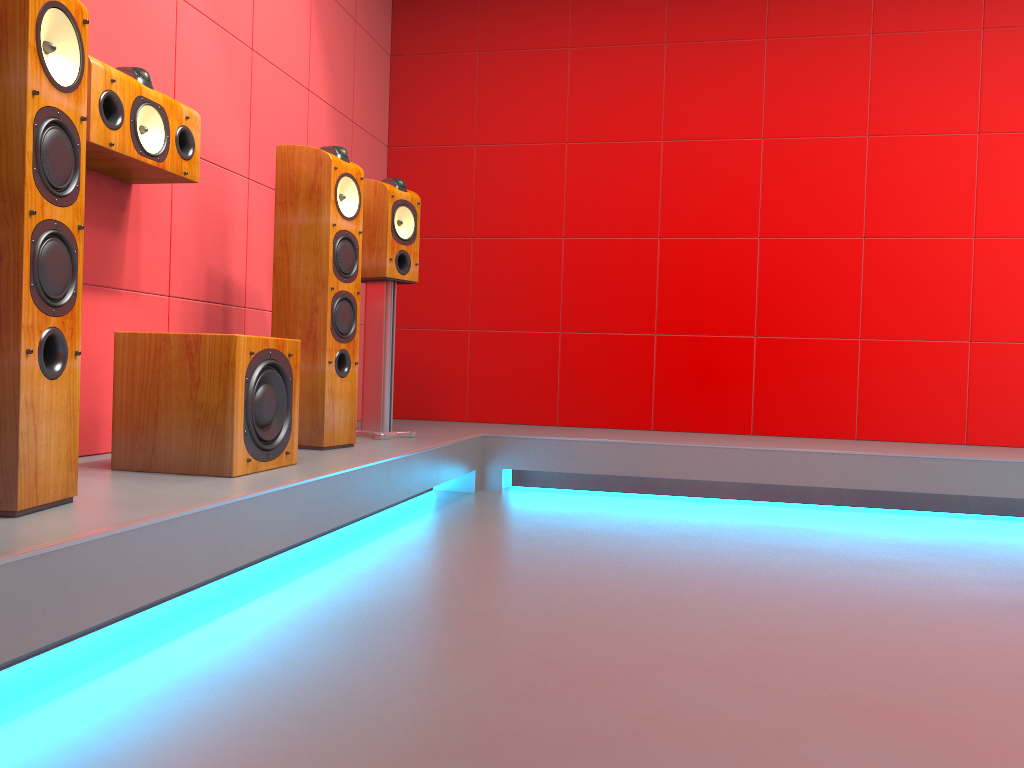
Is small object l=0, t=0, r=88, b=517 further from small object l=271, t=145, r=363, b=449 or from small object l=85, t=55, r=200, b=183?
small object l=271, t=145, r=363, b=449

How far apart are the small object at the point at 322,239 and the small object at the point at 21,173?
1.2m

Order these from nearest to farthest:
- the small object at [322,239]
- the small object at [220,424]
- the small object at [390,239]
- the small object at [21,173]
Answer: the small object at [21,173] < the small object at [220,424] < the small object at [322,239] < the small object at [390,239]

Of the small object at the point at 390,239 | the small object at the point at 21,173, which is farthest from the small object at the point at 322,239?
the small object at the point at 21,173

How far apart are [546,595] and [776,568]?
0.8m

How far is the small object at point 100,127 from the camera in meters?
2.3 m

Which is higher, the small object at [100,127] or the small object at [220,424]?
the small object at [100,127]

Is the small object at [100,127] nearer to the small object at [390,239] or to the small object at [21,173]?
the small object at [21,173]

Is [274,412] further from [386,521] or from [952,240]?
[952,240]

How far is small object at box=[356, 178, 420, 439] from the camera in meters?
3.5 m
